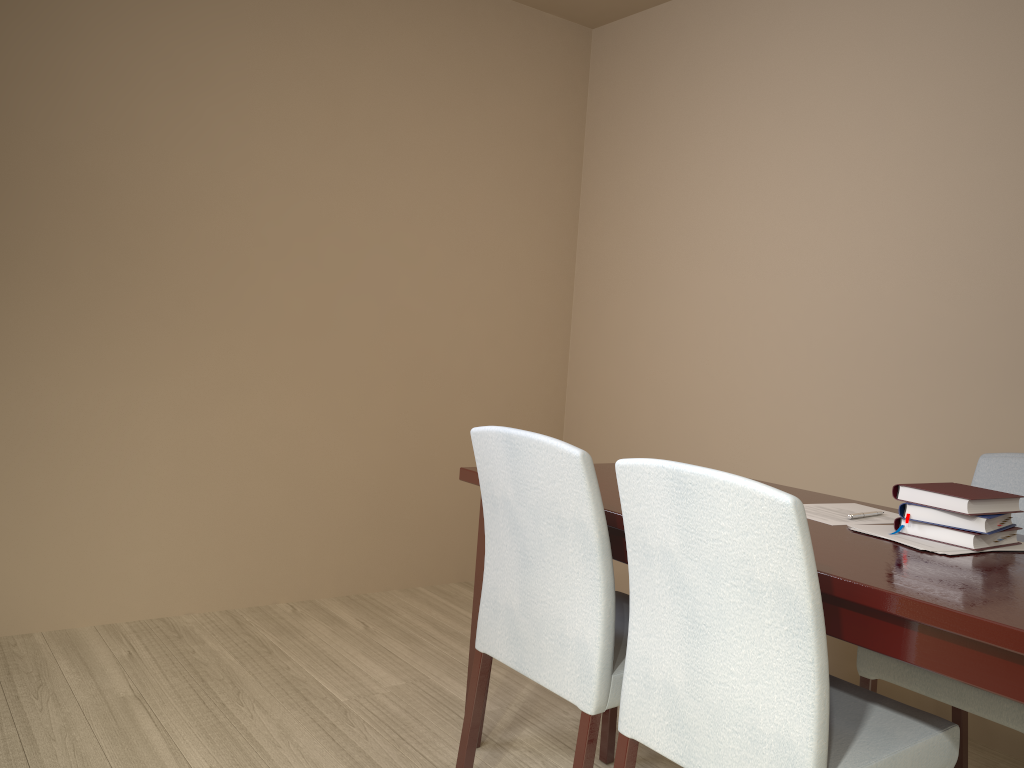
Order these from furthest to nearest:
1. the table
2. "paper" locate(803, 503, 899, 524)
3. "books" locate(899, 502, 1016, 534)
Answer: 1. "paper" locate(803, 503, 899, 524)
2. "books" locate(899, 502, 1016, 534)
3. the table

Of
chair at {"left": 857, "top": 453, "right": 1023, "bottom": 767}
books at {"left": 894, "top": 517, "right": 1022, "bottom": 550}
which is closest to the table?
books at {"left": 894, "top": 517, "right": 1022, "bottom": 550}

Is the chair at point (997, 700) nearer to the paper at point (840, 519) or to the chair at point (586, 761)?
the paper at point (840, 519)

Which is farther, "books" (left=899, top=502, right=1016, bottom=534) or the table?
"books" (left=899, top=502, right=1016, bottom=534)

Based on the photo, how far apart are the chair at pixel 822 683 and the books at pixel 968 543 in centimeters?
32cm

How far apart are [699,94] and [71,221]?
2.27m

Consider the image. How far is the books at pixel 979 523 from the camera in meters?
1.6 m

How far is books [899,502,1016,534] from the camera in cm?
165

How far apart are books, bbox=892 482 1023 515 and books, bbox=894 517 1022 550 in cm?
4

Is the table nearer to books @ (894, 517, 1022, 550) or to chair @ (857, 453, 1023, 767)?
books @ (894, 517, 1022, 550)
